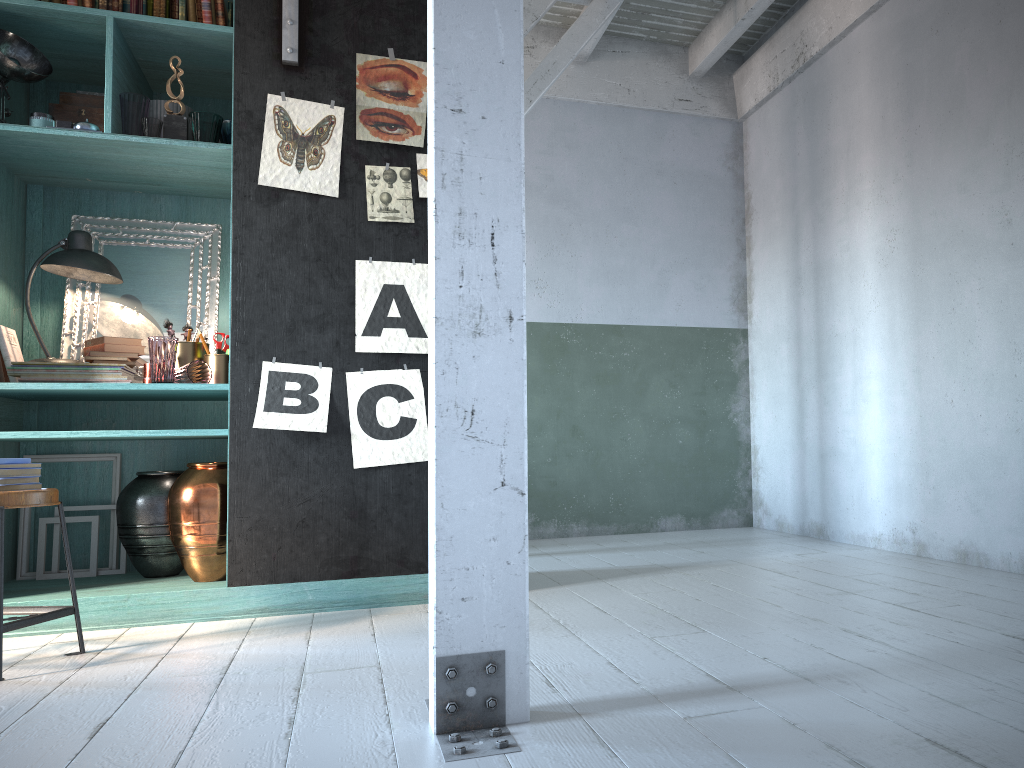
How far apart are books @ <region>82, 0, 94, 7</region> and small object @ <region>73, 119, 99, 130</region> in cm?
66

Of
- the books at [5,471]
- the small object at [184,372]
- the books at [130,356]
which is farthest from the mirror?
the books at [5,471]

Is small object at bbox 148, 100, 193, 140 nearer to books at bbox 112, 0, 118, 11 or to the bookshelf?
the bookshelf

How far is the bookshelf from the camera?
→ 4.29m

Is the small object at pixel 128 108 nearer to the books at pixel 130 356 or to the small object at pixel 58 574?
the books at pixel 130 356

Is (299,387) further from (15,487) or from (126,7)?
(126,7)

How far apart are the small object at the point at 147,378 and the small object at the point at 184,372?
0.2m

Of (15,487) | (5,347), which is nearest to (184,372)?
(5,347)

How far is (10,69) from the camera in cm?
421

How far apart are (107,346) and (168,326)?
0.3m
